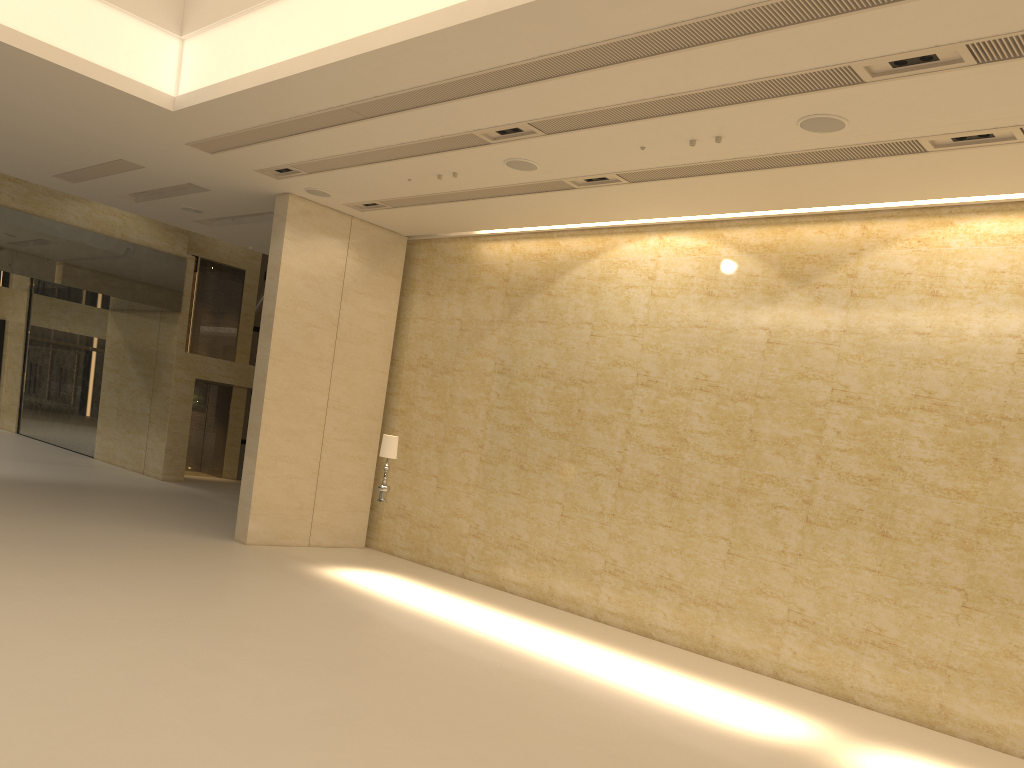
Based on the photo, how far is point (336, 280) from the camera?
15.60m

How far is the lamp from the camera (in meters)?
13.08

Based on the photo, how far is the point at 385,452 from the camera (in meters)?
13.08

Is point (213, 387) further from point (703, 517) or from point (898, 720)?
point (898, 720)

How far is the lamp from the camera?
13.08m
